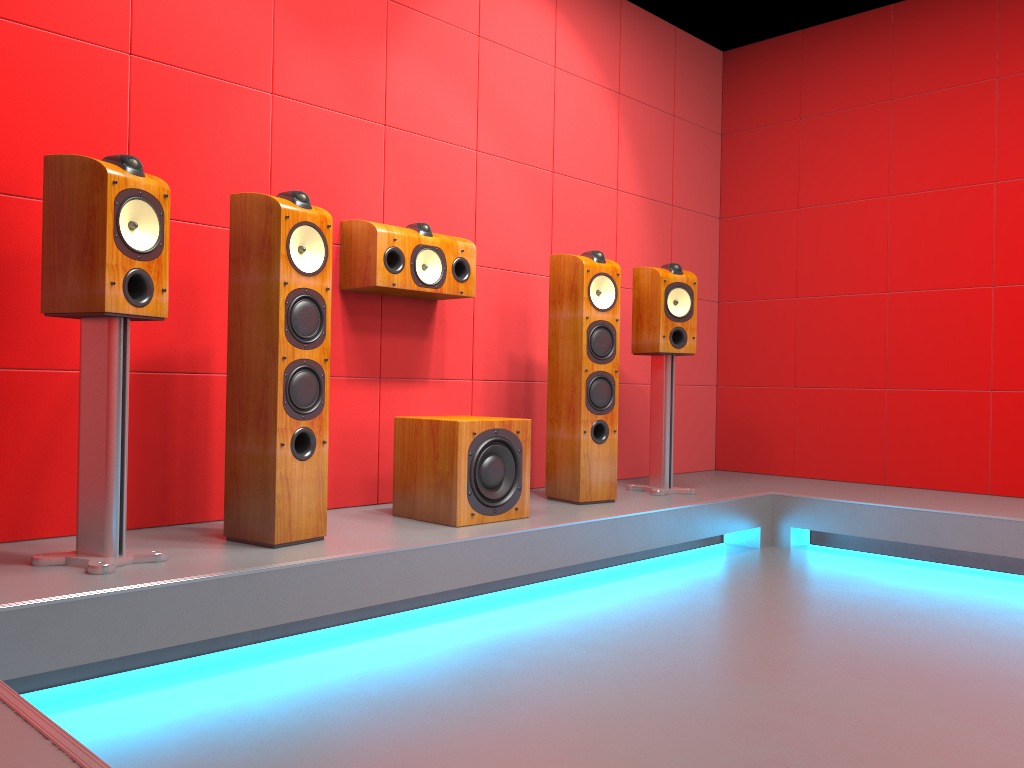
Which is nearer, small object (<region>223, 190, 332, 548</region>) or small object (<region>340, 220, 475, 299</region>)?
small object (<region>223, 190, 332, 548</region>)

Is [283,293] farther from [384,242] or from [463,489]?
[463,489]

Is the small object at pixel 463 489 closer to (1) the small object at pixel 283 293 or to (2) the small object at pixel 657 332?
(1) the small object at pixel 283 293

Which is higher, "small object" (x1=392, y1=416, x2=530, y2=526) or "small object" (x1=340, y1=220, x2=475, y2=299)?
"small object" (x1=340, y1=220, x2=475, y2=299)

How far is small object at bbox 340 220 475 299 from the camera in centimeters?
322cm

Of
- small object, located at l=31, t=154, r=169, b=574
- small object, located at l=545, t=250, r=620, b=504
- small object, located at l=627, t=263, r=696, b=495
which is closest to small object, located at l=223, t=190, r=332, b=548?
small object, located at l=31, t=154, r=169, b=574

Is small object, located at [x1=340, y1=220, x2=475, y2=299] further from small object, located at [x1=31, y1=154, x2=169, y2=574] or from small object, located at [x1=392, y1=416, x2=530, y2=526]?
small object, located at [x1=31, y1=154, x2=169, y2=574]

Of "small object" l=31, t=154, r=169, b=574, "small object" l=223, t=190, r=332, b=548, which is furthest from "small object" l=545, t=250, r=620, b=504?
"small object" l=31, t=154, r=169, b=574

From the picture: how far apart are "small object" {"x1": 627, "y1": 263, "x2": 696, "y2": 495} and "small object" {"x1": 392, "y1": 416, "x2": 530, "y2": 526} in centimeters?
93cm

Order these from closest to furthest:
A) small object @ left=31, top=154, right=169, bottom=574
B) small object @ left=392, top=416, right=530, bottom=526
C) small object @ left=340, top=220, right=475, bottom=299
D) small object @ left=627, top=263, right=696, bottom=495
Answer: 1. small object @ left=31, top=154, right=169, bottom=574
2. small object @ left=392, top=416, right=530, bottom=526
3. small object @ left=340, top=220, right=475, bottom=299
4. small object @ left=627, top=263, right=696, bottom=495
